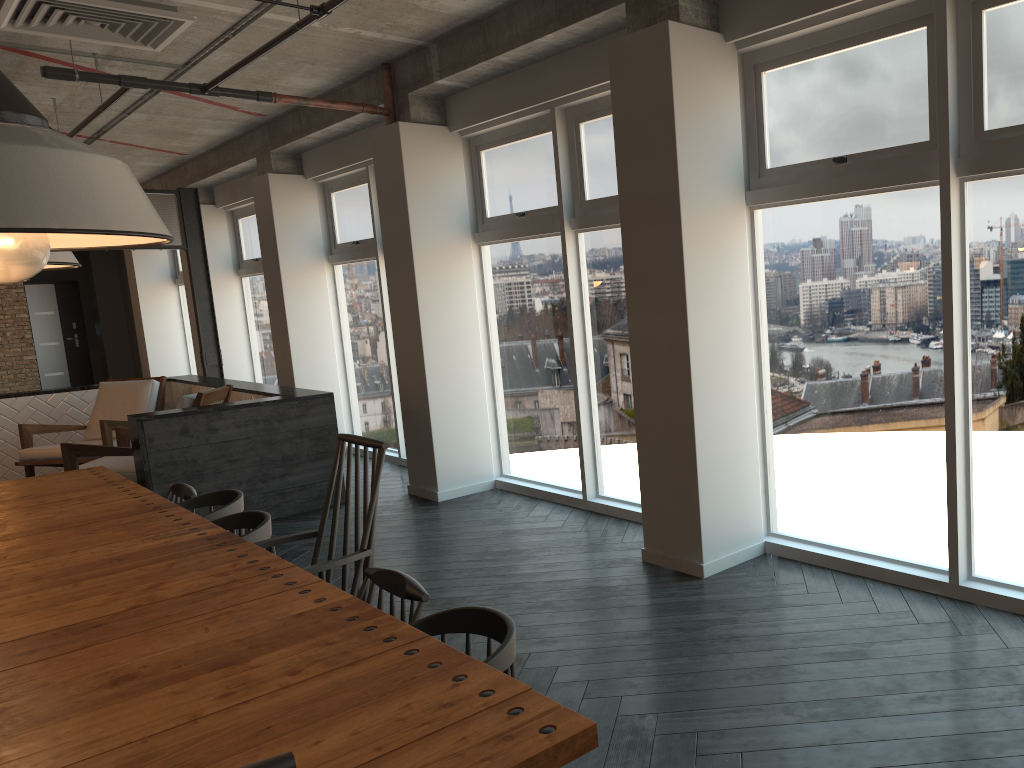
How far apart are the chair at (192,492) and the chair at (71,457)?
2.56m

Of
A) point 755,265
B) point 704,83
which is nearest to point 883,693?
point 755,265

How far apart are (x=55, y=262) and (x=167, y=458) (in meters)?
4.68

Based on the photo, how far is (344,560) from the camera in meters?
2.7

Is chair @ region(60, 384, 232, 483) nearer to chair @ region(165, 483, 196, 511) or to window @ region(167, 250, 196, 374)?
chair @ region(165, 483, 196, 511)

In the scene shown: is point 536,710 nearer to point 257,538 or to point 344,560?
point 344,560

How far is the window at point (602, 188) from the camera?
5.30m

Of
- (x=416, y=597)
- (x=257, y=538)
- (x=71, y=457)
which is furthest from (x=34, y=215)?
(x=71, y=457)

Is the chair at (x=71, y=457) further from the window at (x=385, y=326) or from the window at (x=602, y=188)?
the window at (x=602, y=188)

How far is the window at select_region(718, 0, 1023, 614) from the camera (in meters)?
3.19
